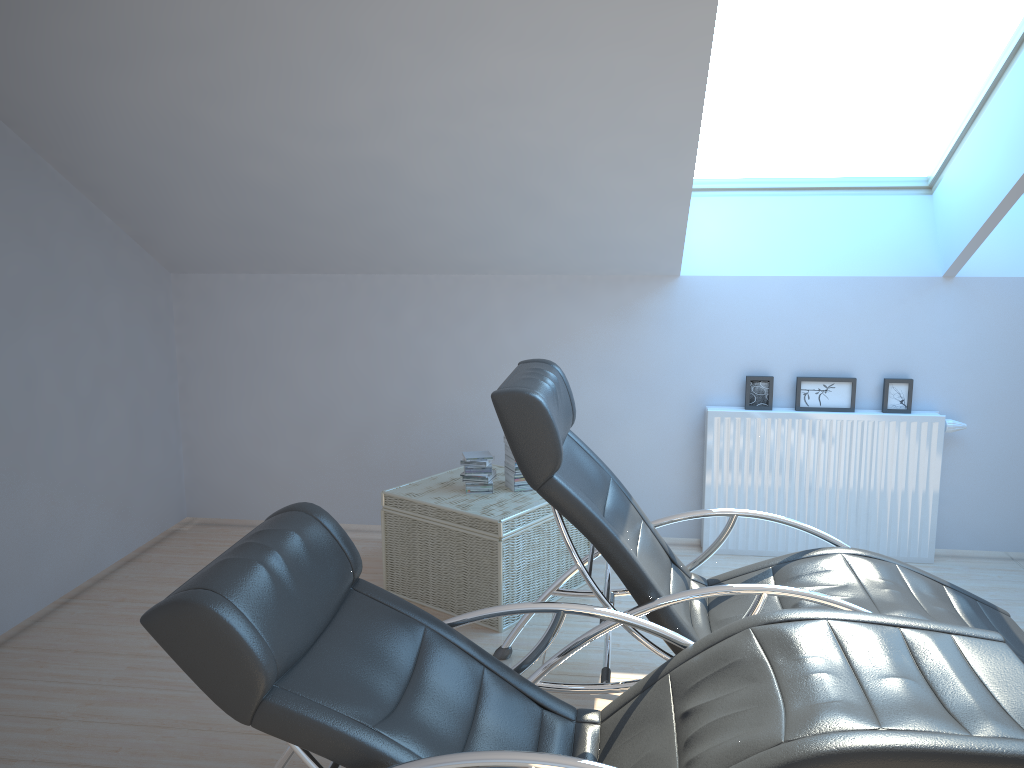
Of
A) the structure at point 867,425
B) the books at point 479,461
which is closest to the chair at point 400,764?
the books at point 479,461

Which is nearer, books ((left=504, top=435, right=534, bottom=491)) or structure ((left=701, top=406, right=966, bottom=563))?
books ((left=504, top=435, right=534, bottom=491))

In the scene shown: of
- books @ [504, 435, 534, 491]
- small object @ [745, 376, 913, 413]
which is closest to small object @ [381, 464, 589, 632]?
books @ [504, 435, 534, 491]

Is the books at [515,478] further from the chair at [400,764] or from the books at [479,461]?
the chair at [400,764]

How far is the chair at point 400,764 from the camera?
1.9 meters

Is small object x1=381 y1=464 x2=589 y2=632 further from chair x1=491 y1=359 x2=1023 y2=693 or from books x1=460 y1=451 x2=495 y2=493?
chair x1=491 y1=359 x2=1023 y2=693

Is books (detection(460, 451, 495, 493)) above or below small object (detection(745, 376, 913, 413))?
below

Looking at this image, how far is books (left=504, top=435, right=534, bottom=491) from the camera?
4.2 meters

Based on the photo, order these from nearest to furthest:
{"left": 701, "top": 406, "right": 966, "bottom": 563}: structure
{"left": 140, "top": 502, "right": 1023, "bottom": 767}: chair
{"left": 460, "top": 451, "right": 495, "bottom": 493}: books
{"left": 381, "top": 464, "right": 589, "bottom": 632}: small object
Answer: {"left": 140, "top": 502, "right": 1023, "bottom": 767}: chair < {"left": 381, "top": 464, "right": 589, "bottom": 632}: small object < {"left": 460, "top": 451, "right": 495, "bottom": 493}: books < {"left": 701, "top": 406, "right": 966, "bottom": 563}: structure

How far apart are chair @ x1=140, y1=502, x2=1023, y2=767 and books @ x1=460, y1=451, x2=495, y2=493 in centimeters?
159cm
